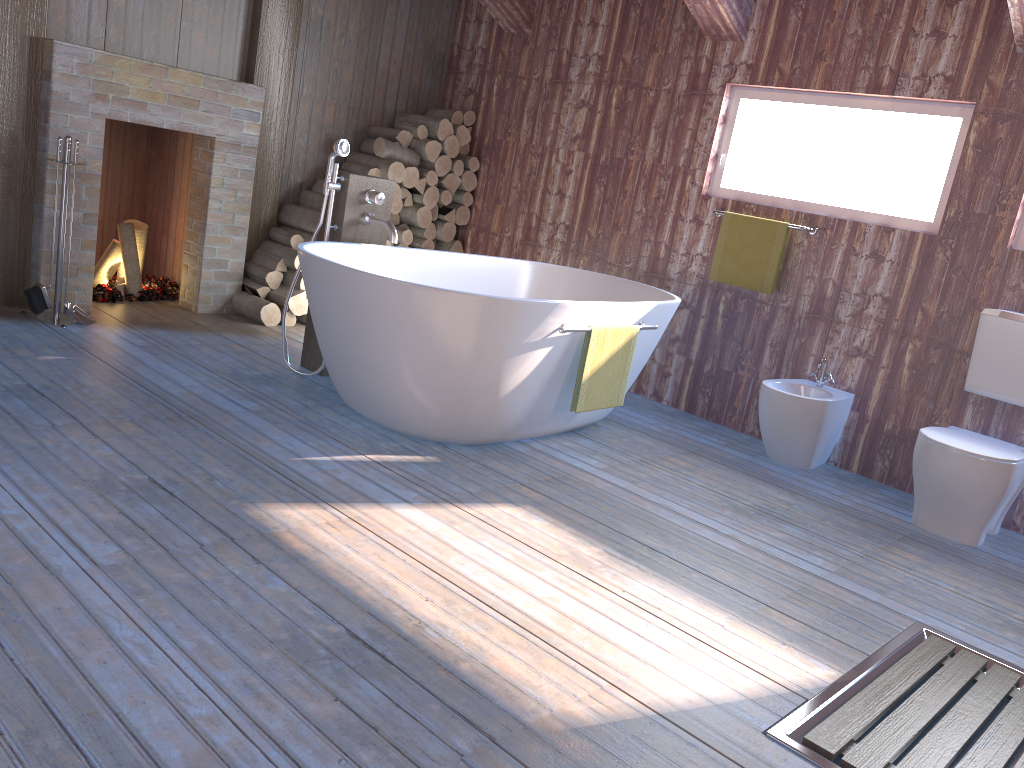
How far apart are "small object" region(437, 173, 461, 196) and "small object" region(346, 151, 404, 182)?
0.3m

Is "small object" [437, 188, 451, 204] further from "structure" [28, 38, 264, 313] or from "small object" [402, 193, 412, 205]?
"structure" [28, 38, 264, 313]

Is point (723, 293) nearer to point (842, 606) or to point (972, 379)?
point (972, 379)

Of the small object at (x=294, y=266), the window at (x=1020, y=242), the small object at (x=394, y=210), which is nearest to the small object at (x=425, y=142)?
the small object at (x=394, y=210)

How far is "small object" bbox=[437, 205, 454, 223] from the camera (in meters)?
5.84

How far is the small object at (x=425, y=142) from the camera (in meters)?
5.56

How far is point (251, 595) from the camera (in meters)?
2.13

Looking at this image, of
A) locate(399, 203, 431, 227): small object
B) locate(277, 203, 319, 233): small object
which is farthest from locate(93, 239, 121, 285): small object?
locate(399, 203, 431, 227): small object

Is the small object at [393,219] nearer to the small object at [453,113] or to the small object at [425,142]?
the small object at [425,142]

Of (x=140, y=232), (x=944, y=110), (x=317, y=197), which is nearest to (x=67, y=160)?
(x=140, y=232)
